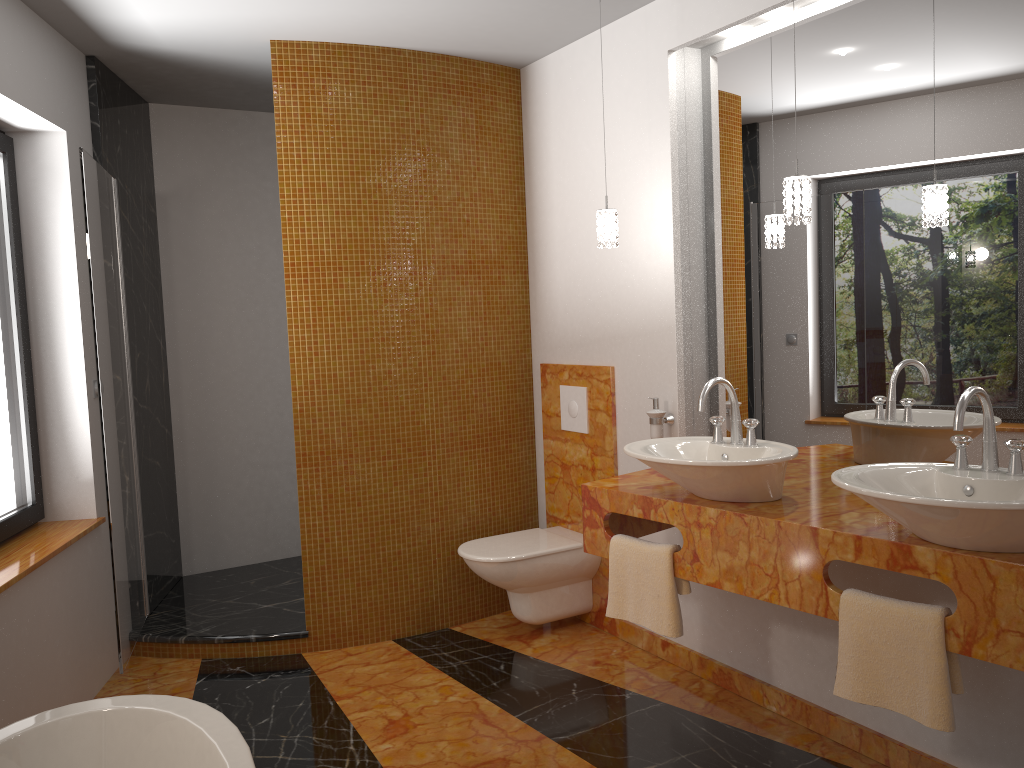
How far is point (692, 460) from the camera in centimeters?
243cm

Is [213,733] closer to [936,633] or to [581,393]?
[936,633]

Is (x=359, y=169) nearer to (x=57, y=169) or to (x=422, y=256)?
(x=422, y=256)

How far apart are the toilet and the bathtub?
1.6 meters

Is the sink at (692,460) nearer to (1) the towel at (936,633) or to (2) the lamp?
(1) the towel at (936,633)

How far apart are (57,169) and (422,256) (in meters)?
1.43

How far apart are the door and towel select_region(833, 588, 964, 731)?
2.4m

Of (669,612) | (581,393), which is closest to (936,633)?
(669,612)

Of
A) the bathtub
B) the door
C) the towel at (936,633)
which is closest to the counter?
the towel at (936,633)

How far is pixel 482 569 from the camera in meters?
3.6
